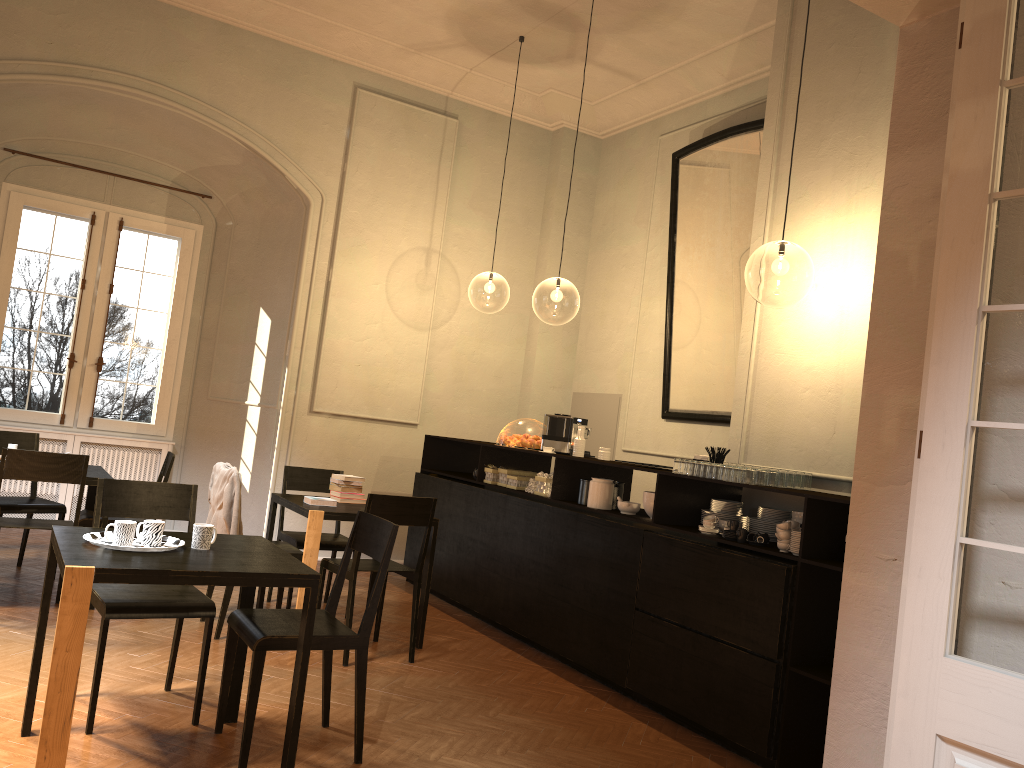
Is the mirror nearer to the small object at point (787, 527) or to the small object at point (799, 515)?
the small object at point (799, 515)

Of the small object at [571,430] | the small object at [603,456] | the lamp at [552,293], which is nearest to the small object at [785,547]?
the small object at [603,456]

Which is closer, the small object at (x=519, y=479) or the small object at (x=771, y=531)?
the small object at (x=771, y=531)

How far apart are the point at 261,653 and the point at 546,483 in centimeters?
334cm

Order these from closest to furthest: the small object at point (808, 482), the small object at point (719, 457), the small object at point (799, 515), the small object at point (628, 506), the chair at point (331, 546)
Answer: the small object at point (799, 515) < the small object at point (808, 482) < the small object at point (719, 457) < the small object at point (628, 506) < the chair at point (331, 546)

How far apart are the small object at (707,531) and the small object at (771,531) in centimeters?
28cm

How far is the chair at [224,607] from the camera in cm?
571

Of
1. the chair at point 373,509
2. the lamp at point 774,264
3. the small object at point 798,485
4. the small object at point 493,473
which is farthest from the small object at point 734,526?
the lamp at point 774,264

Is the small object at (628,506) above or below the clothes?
above

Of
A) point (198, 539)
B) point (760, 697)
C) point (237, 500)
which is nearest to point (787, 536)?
point (760, 697)
